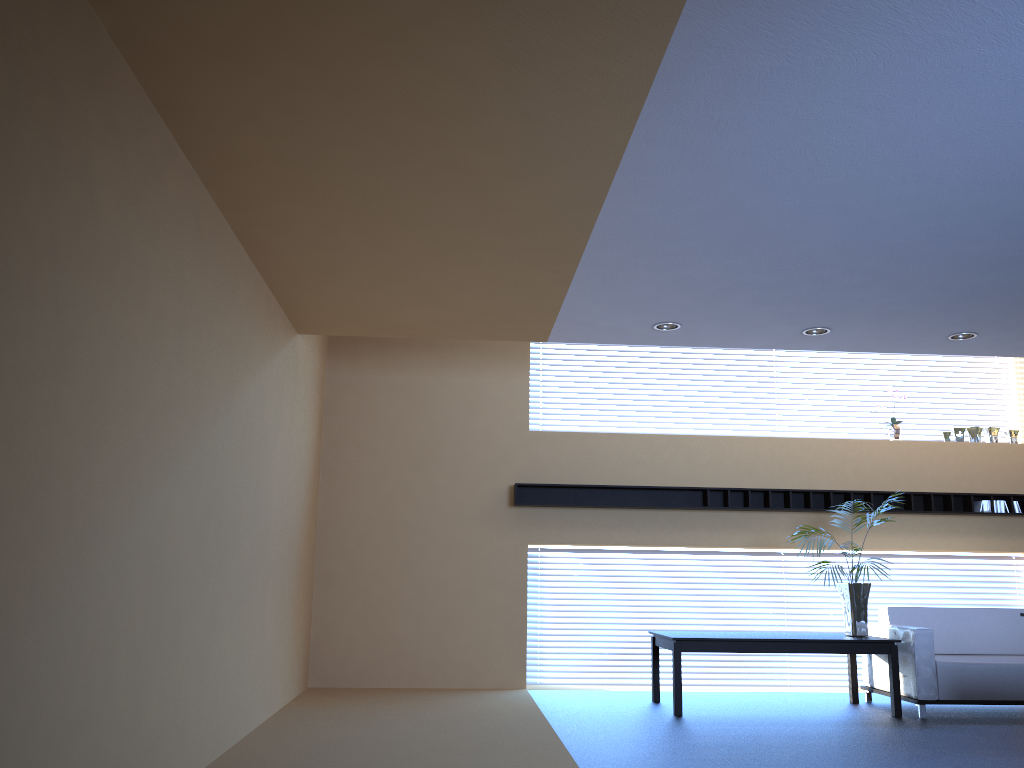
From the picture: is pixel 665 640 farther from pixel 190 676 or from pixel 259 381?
pixel 190 676

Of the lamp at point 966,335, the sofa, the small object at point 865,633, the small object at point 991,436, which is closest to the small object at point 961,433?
the small object at point 991,436

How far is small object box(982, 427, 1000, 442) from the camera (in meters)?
9.41

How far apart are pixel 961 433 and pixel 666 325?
4.42m

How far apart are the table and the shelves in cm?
139

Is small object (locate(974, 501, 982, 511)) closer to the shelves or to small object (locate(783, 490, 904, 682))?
the shelves

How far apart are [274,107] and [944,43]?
2.7 meters

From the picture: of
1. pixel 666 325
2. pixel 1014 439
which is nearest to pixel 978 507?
pixel 1014 439

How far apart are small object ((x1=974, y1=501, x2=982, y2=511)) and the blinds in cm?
249

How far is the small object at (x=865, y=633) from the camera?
7.5 meters
